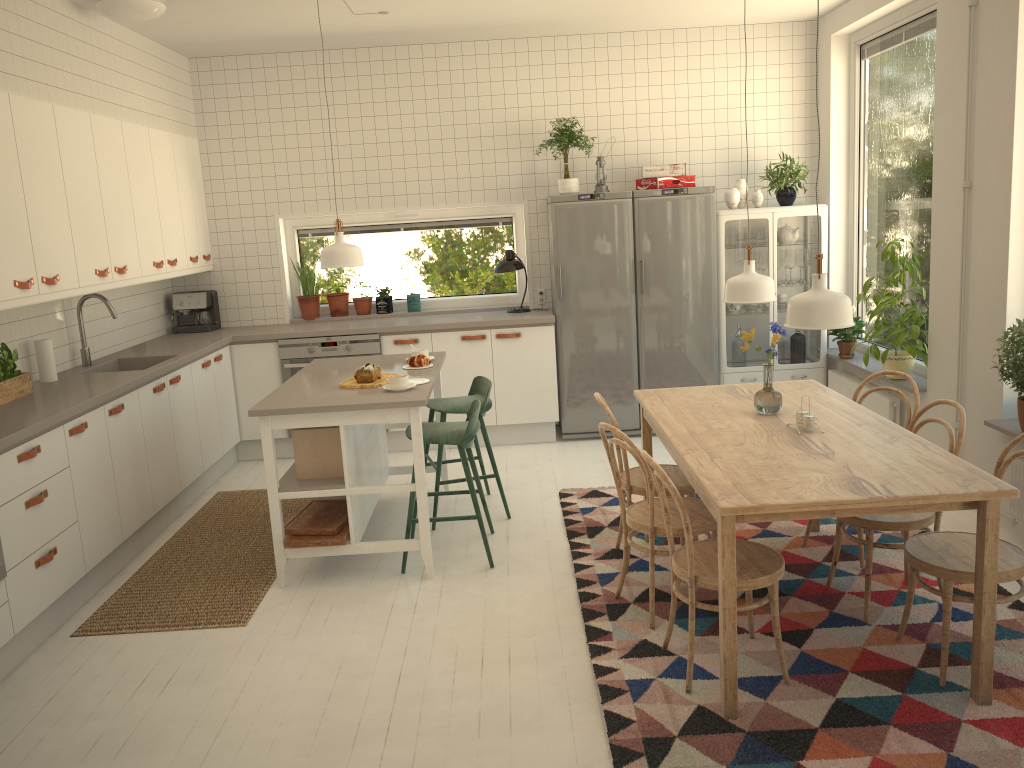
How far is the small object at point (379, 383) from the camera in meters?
4.3 m

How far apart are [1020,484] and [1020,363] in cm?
58

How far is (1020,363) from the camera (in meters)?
3.85

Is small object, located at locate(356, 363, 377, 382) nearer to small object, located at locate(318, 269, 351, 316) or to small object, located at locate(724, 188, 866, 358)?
small object, located at locate(318, 269, 351, 316)

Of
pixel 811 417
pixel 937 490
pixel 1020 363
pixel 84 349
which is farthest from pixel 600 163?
pixel 937 490

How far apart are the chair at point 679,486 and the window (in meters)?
2.73

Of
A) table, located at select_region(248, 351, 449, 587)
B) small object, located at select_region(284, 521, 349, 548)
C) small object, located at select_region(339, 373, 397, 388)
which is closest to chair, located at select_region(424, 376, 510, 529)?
table, located at select_region(248, 351, 449, 587)

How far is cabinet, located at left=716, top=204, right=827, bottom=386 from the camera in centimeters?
622cm

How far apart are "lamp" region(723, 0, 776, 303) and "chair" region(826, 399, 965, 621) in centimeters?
76cm

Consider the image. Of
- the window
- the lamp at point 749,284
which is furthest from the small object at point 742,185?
the lamp at point 749,284
